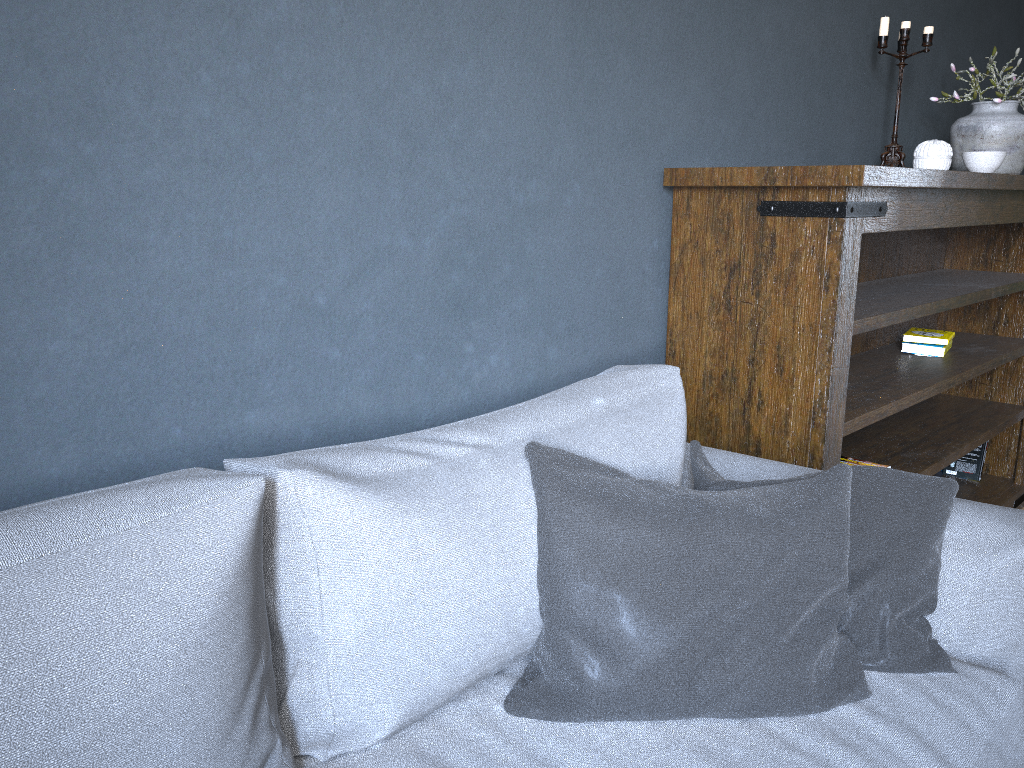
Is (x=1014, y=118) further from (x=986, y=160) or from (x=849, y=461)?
(x=849, y=461)

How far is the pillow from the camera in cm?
114

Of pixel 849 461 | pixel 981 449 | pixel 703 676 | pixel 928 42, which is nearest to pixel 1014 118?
pixel 928 42

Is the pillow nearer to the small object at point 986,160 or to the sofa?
the sofa

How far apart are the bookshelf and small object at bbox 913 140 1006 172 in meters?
0.1 m

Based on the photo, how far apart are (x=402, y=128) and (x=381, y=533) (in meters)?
0.71

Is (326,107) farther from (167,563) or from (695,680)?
(695,680)

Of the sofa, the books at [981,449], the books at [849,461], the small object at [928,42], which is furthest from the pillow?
the books at [981,449]

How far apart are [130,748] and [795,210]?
1.5 meters

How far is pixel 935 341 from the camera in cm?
280
